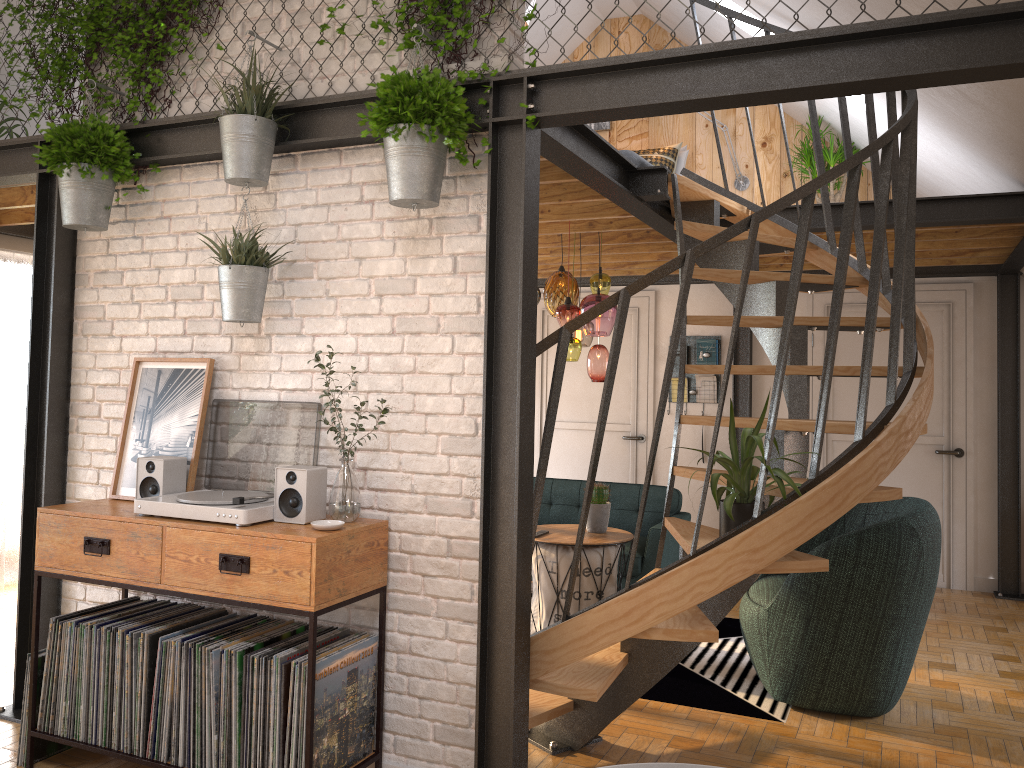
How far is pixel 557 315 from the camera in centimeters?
513cm

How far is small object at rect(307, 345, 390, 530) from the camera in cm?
303

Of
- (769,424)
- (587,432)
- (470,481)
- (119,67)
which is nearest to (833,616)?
(769,424)

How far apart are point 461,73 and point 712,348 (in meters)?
4.85

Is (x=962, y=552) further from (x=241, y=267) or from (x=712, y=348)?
(x=241, y=267)

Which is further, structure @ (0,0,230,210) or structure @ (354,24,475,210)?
structure @ (0,0,230,210)

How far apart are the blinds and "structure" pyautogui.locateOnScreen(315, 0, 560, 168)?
3.60m

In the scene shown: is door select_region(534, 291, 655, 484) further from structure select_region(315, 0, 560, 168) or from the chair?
structure select_region(315, 0, 560, 168)

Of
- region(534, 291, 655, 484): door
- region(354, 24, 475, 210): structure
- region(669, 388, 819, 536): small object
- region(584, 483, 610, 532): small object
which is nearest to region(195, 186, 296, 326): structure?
region(354, 24, 475, 210): structure

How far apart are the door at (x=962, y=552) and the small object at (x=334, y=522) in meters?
4.9
